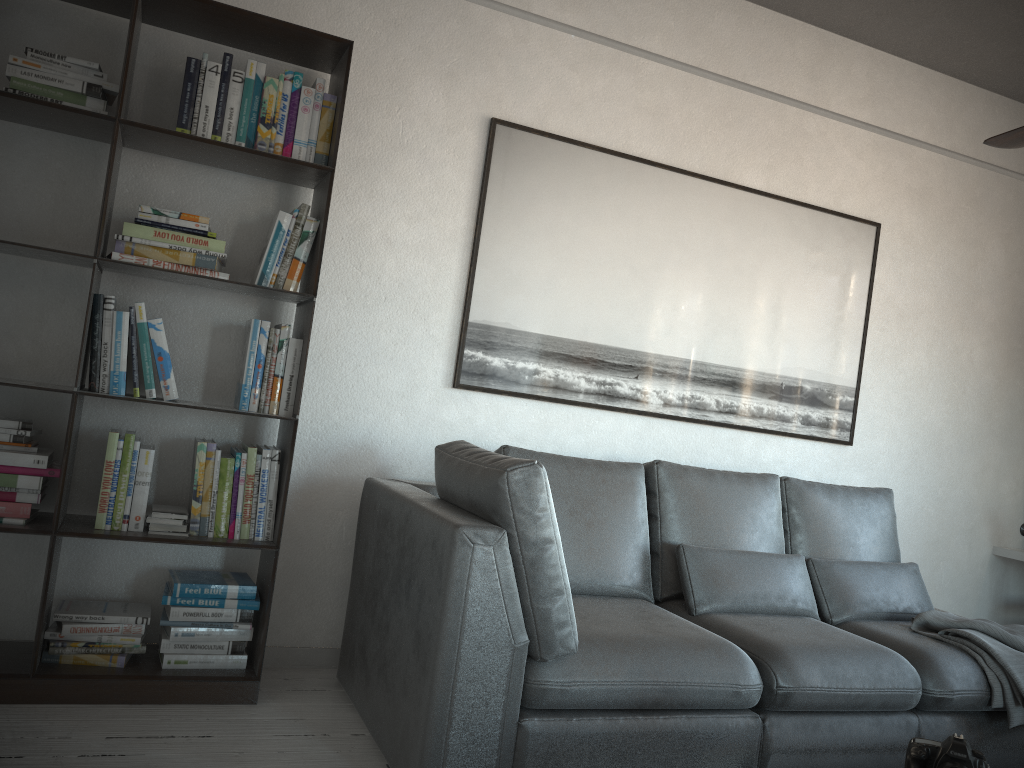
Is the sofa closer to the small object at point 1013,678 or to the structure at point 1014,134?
the small object at point 1013,678

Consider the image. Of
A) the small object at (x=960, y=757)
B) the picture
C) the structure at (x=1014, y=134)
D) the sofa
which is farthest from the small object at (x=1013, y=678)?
the structure at (x=1014, y=134)

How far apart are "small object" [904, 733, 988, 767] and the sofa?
0.72m

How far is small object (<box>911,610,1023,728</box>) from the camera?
2.8m

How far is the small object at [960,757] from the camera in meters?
1.7

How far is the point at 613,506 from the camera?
3.1 meters

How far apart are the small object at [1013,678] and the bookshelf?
2.2 meters

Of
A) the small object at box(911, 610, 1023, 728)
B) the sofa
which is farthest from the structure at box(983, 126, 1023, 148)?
the small object at box(911, 610, 1023, 728)

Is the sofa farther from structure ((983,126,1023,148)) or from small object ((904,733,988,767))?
structure ((983,126,1023,148))

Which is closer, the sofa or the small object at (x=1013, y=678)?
the sofa
